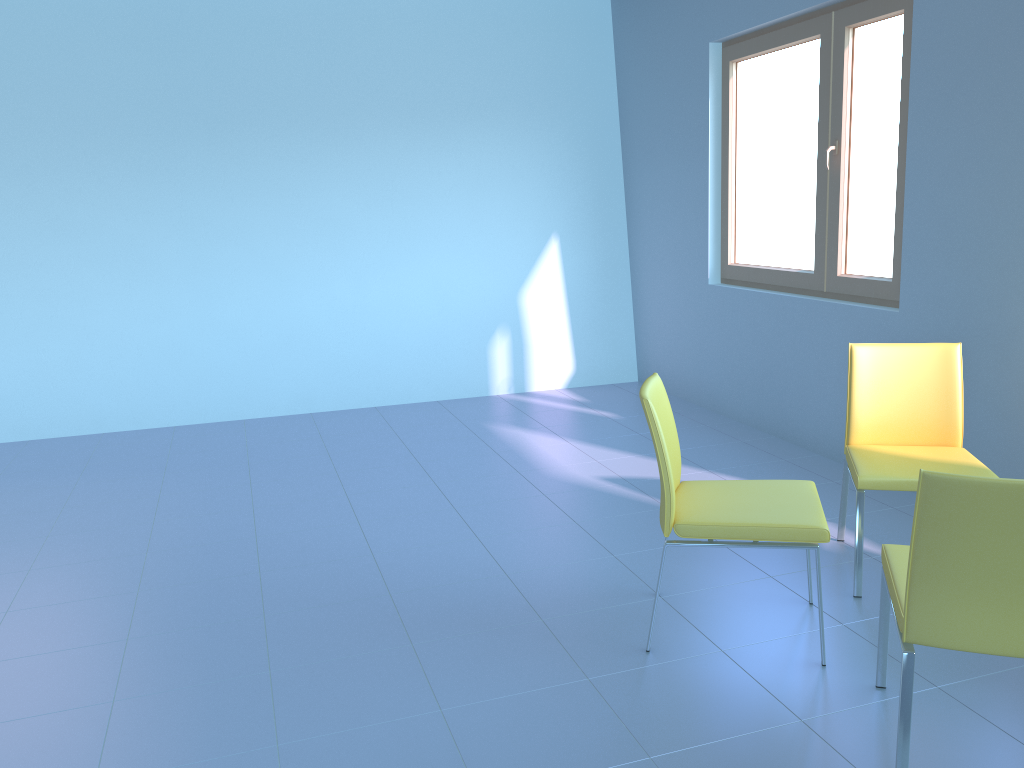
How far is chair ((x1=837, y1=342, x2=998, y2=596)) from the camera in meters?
2.6 m

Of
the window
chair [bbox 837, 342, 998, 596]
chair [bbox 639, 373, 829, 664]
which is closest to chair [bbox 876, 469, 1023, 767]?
chair [bbox 639, 373, 829, 664]

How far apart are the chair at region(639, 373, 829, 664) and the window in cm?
143

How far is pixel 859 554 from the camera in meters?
2.6 m

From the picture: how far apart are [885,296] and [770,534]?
1.8 meters

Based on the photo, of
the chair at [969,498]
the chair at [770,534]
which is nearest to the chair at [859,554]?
the chair at [770,534]

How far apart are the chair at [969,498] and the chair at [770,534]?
0.2m

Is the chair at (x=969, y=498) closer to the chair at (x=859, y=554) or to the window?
the chair at (x=859, y=554)

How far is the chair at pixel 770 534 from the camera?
2.2m

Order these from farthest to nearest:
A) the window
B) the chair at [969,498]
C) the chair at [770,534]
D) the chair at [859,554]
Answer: the window < the chair at [859,554] < the chair at [770,534] < the chair at [969,498]
